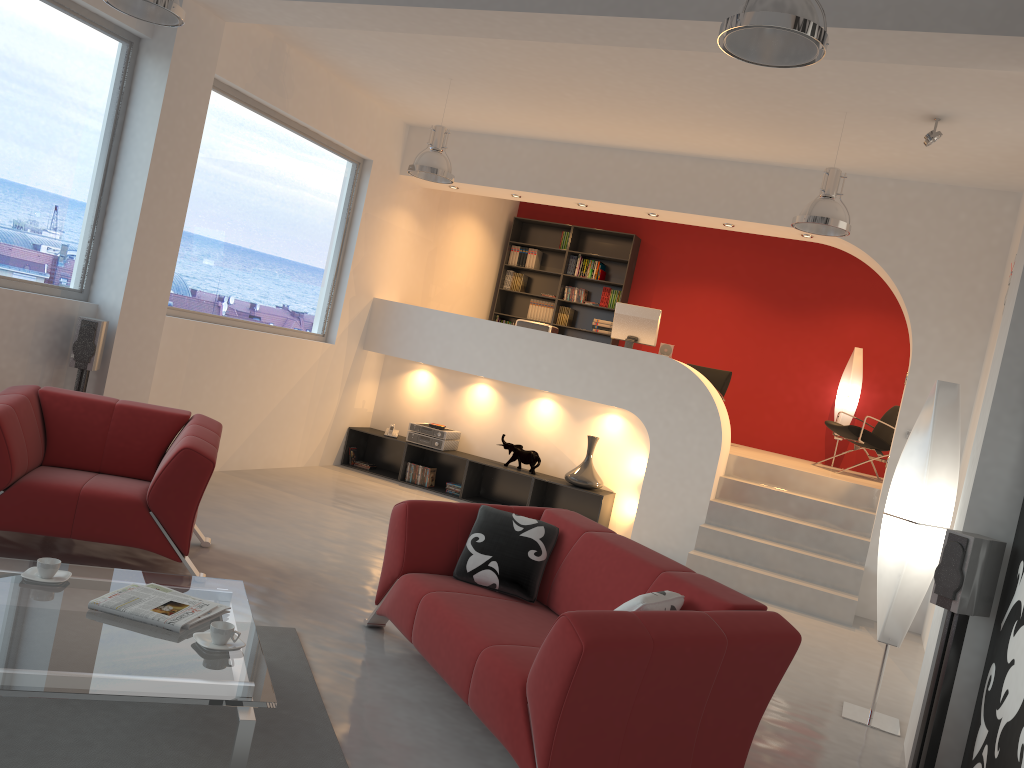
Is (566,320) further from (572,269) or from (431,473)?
(431,473)

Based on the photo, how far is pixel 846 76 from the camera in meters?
5.3 m

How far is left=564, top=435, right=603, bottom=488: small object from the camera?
8.1m

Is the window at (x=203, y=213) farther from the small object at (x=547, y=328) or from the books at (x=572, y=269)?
the books at (x=572, y=269)

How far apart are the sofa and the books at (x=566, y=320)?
6.9m

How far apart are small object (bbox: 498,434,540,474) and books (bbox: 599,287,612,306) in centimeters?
310cm

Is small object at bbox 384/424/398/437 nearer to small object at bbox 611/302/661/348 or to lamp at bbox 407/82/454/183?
small object at bbox 611/302/661/348

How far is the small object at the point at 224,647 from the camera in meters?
2.9 m

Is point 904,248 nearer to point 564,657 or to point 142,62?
point 564,657

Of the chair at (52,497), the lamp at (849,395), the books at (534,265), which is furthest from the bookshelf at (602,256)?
the chair at (52,497)
